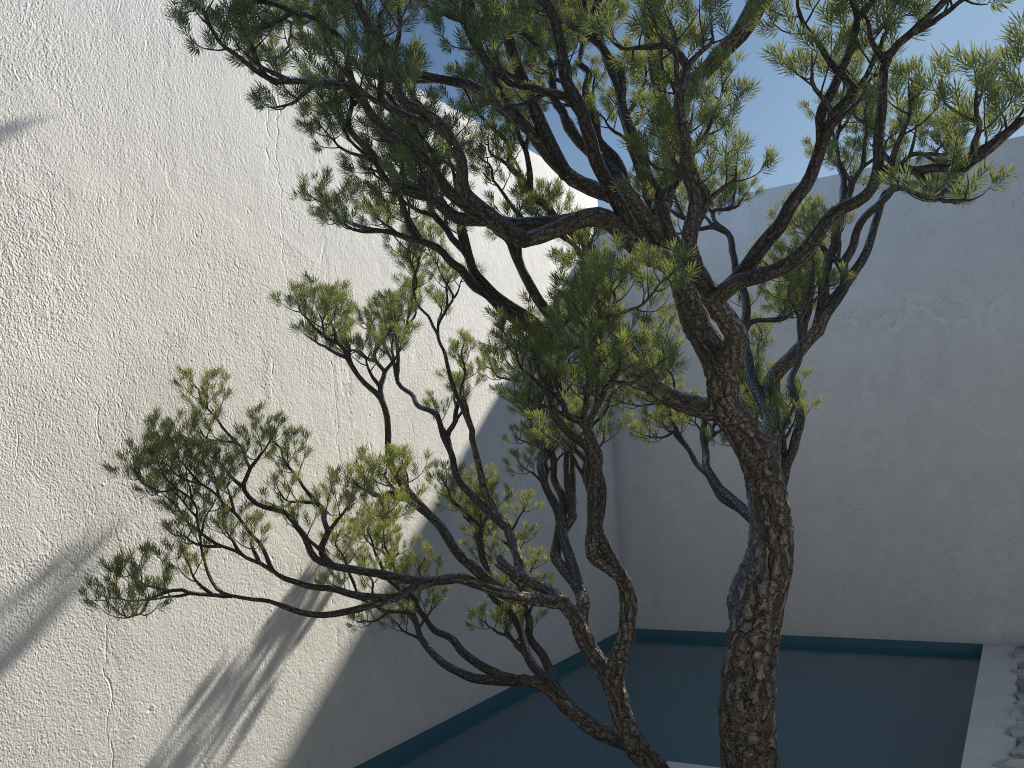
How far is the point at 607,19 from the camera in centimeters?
181cm

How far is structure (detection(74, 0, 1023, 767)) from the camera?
1.8 meters

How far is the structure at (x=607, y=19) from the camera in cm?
181
